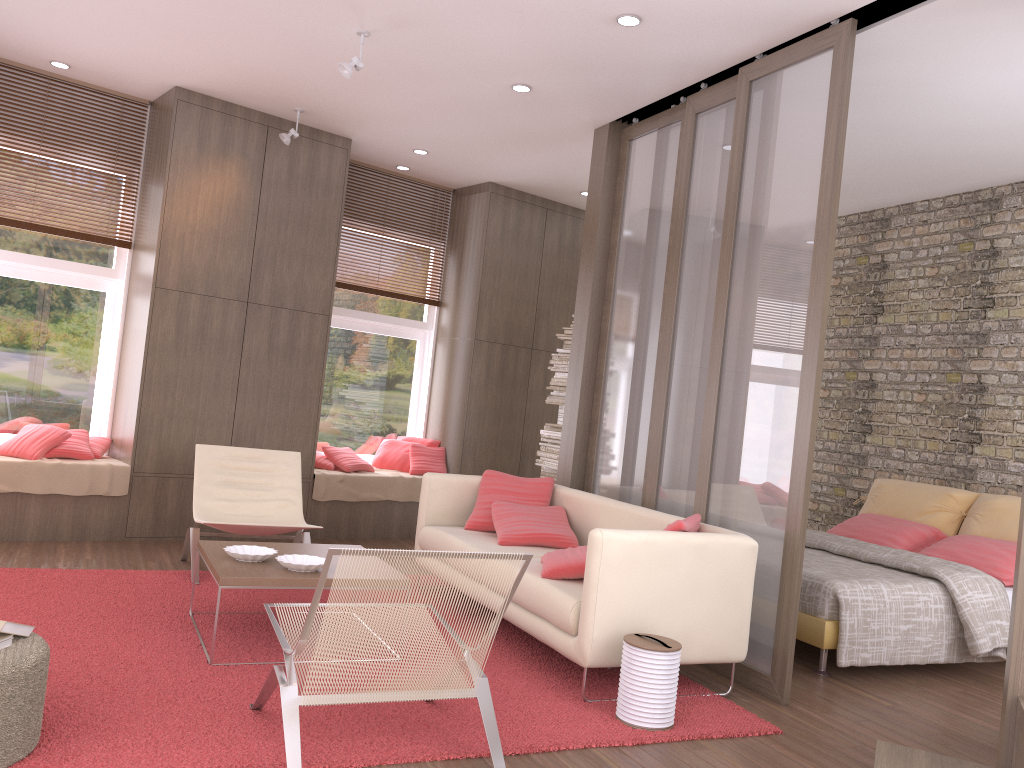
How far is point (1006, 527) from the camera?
5.9 meters

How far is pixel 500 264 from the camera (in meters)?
8.17

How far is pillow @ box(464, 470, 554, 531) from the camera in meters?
5.5 m

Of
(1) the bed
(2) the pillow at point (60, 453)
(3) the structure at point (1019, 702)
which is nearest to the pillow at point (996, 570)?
(1) the bed

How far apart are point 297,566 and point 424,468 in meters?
3.9

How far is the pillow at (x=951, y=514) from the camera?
6.3 meters

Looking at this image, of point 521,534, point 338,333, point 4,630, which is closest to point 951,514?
point 521,534

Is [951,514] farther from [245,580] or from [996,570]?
[245,580]

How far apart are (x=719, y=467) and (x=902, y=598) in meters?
1.2

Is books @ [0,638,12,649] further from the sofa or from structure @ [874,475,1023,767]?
structure @ [874,475,1023,767]
